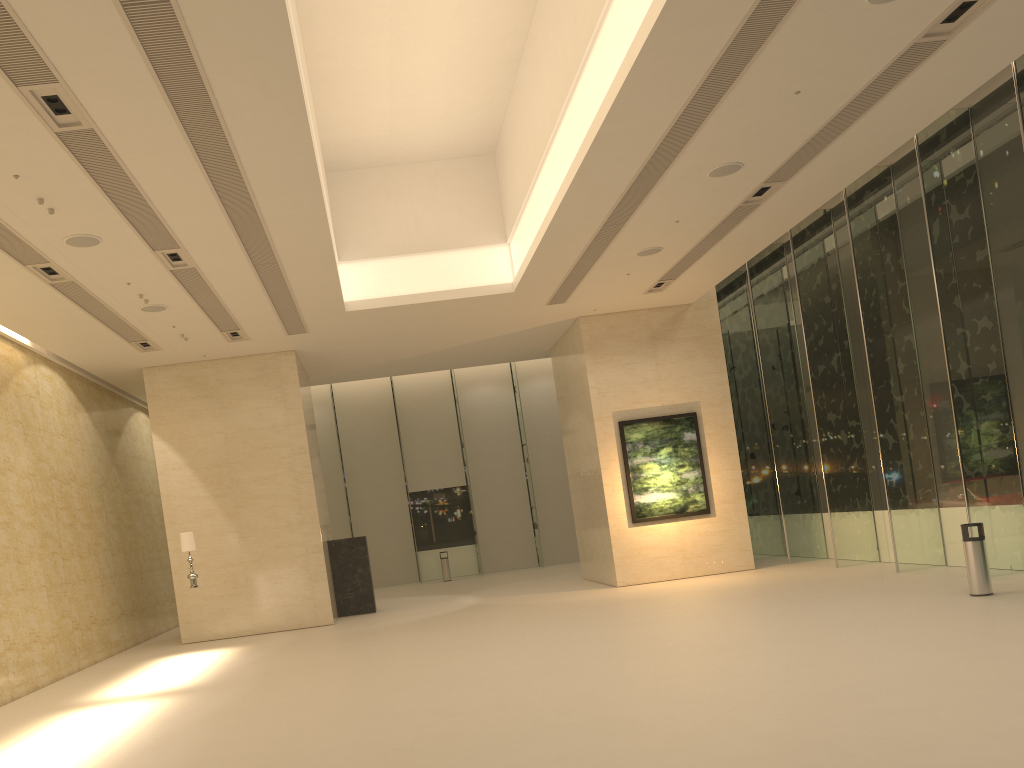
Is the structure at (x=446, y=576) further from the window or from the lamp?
the lamp

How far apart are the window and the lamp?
12.3m

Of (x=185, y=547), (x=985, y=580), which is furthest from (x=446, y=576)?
(x=985, y=580)

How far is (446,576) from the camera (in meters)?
27.43

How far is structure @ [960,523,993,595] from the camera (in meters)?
11.77

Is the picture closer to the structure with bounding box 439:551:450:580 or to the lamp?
the lamp

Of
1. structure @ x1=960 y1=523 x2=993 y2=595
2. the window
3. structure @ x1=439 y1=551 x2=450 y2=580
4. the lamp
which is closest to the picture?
the window

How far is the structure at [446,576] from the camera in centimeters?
2743cm

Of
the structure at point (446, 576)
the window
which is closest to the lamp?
the window

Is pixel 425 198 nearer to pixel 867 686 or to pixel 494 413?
pixel 867 686
